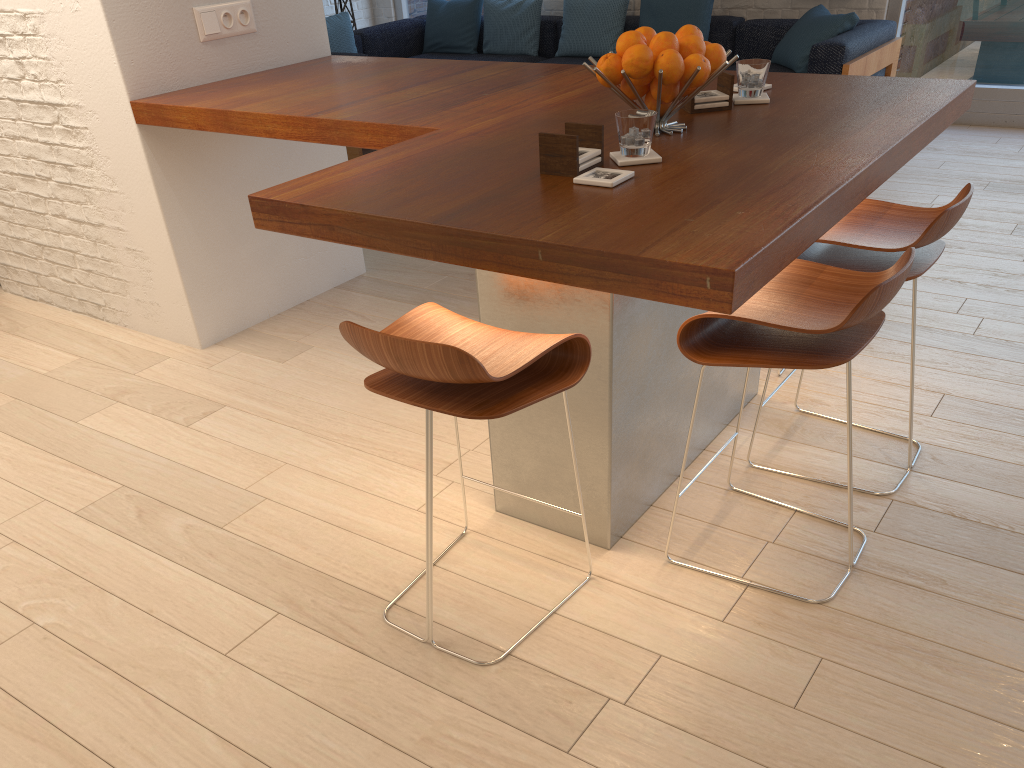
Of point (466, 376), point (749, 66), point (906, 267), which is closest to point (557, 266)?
point (466, 376)

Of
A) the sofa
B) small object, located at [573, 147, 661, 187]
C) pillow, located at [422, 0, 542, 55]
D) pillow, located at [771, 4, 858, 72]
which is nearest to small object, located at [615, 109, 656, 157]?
small object, located at [573, 147, 661, 187]

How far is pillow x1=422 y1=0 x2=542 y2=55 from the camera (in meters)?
7.11

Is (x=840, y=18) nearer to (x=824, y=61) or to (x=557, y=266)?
(x=824, y=61)

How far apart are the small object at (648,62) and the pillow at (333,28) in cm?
505

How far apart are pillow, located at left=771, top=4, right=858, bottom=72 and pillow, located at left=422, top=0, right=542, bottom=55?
2.01m

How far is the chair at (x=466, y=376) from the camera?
1.6m

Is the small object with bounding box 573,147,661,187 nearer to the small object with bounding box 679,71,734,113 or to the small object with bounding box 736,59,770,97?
the small object with bounding box 679,71,734,113

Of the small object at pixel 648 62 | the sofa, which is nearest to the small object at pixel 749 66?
the small object at pixel 648 62

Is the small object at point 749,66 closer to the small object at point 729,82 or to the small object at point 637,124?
the small object at point 729,82
